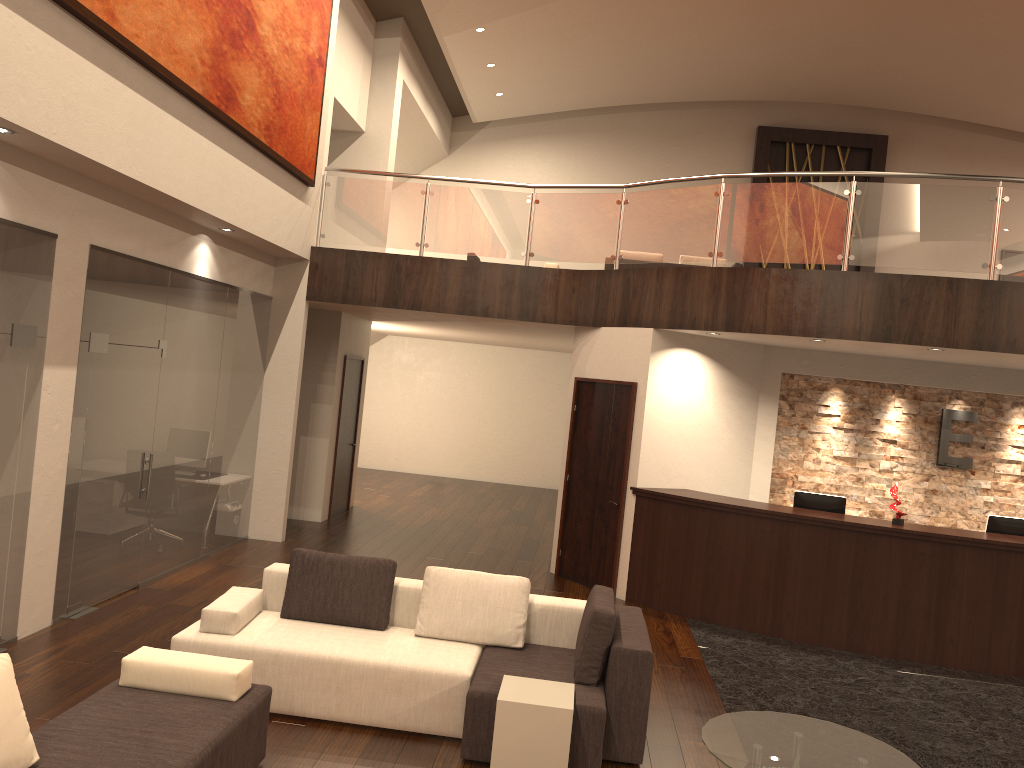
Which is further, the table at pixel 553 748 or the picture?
the picture

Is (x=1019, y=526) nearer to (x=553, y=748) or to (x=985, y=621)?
(x=985, y=621)

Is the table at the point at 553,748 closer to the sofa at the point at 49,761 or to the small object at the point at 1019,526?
the sofa at the point at 49,761

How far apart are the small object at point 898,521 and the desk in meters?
0.1 m

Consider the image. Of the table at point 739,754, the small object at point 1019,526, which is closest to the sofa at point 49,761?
the table at point 739,754

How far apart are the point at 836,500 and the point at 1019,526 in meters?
1.6

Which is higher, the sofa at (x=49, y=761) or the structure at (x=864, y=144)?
the structure at (x=864, y=144)

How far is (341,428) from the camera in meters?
12.2 m

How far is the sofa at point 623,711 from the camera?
5.0 meters

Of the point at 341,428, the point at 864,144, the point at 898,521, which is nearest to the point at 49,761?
the point at 898,521
